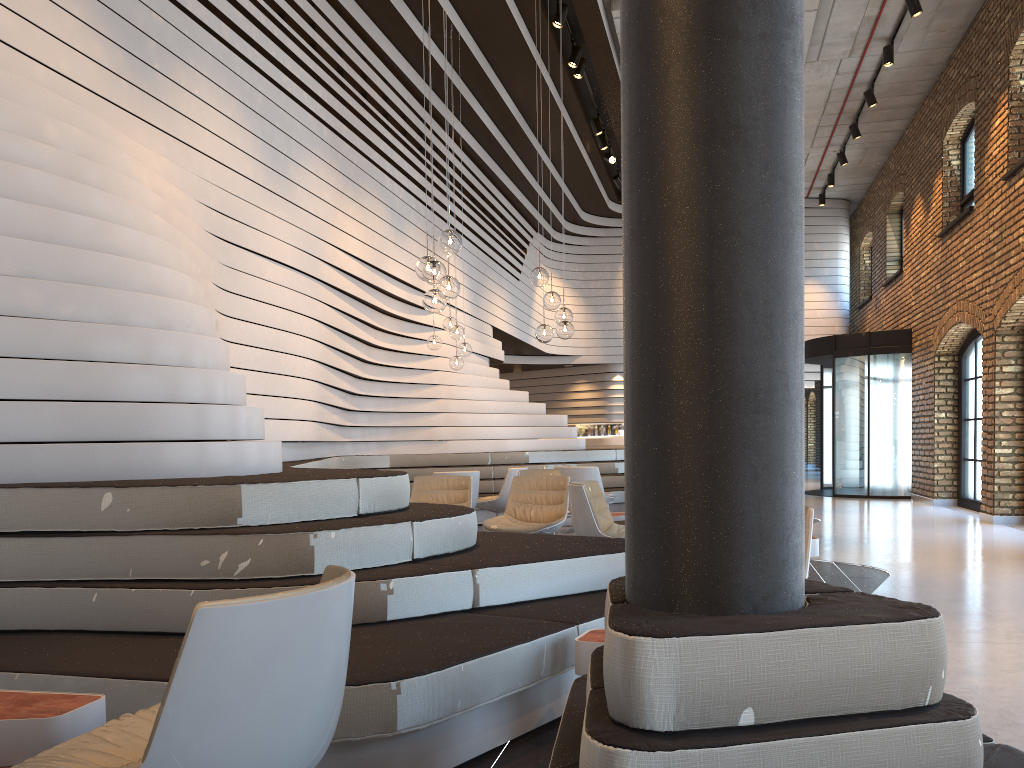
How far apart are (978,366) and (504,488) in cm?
712

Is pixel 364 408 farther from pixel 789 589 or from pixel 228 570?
pixel 789 589

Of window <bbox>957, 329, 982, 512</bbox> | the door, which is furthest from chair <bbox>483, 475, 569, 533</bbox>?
the door

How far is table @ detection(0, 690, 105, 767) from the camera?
2.19m

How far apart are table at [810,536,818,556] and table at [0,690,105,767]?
4.70m

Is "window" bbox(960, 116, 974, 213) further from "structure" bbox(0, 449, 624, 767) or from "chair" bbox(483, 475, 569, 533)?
"chair" bbox(483, 475, 569, 533)

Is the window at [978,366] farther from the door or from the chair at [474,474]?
the chair at [474,474]

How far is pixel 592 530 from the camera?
5.9m

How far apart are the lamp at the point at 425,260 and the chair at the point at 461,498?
1.9 meters

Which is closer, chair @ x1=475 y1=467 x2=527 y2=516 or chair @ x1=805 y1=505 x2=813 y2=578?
chair @ x1=805 y1=505 x2=813 y2=578
